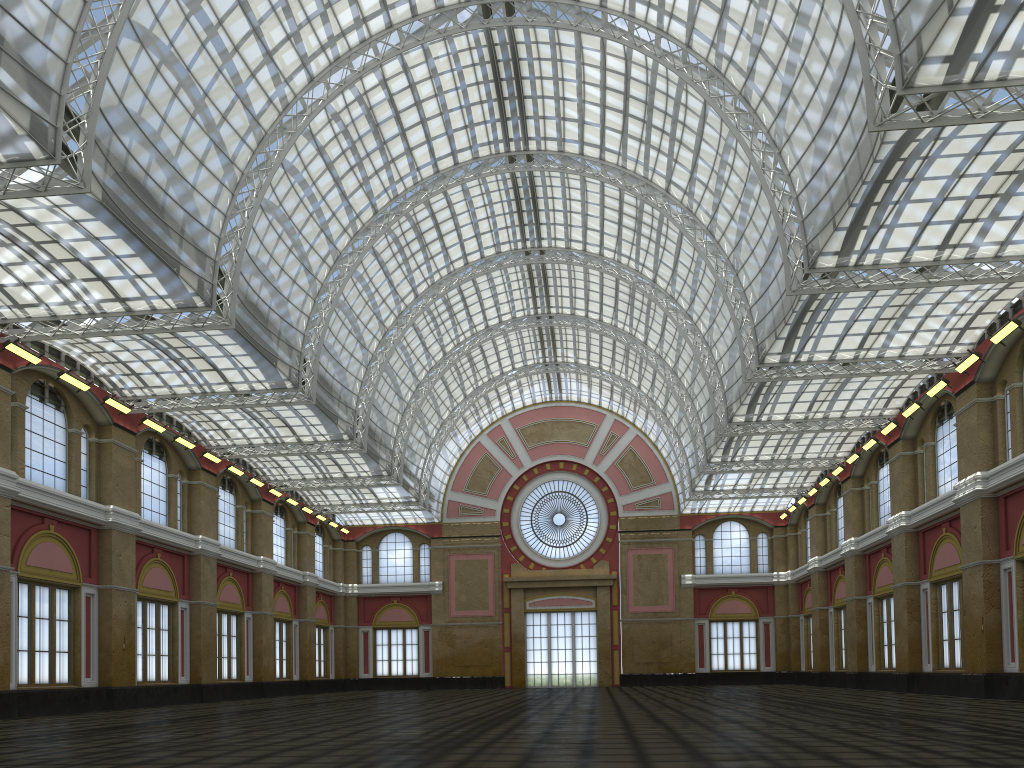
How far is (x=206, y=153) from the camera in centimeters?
4962cm
